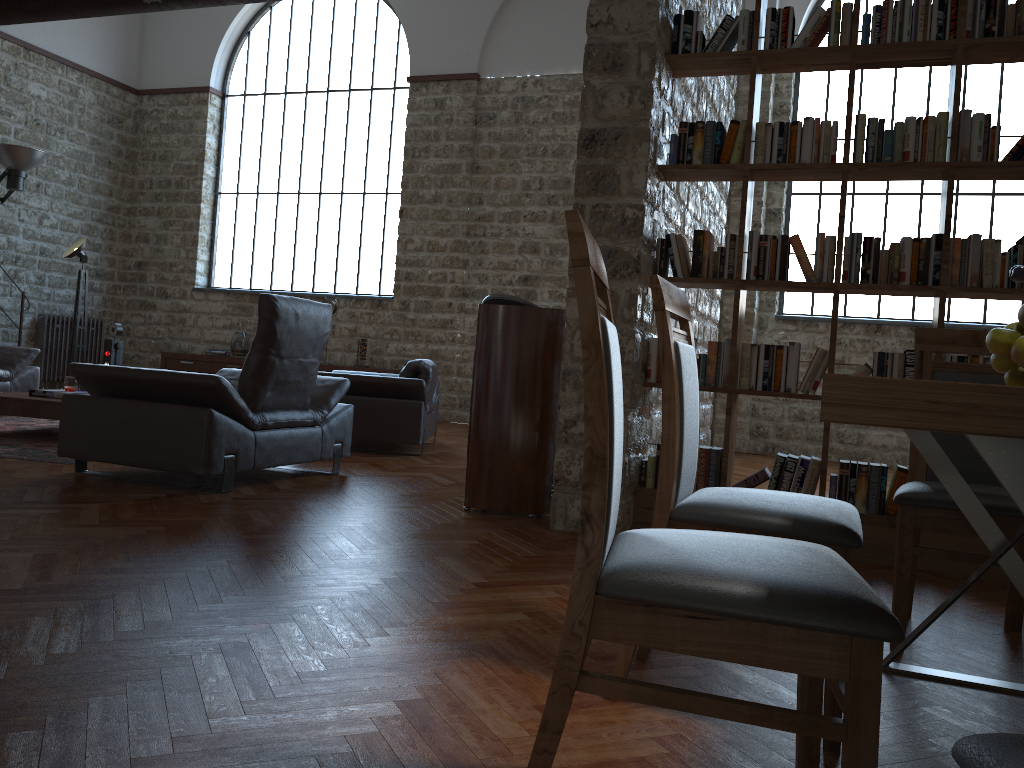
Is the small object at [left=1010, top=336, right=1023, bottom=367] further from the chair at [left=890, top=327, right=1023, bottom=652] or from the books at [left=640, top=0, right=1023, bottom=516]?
the books at [left=640, top=0, right=1023, bottom=516]

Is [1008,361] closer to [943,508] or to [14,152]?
[943,508]

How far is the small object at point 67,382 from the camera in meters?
6.4 m

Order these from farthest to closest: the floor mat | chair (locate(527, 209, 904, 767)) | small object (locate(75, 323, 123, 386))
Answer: small object (locate(75, 323, 123, 386)) → the floor mat → chair (locate(527, 209, 904, 767))

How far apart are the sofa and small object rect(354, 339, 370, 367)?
4.0 meters

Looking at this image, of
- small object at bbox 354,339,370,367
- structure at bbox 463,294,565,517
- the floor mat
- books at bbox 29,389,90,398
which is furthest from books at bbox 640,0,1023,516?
small object at bbox 354,339,370,367

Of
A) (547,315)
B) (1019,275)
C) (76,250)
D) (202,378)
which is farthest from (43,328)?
(1019,275)

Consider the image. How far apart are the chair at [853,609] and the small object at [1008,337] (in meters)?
0.74

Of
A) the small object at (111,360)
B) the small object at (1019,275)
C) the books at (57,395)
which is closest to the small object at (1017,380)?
the small object at (1019,275)

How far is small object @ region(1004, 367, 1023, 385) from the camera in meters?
1.9 m
